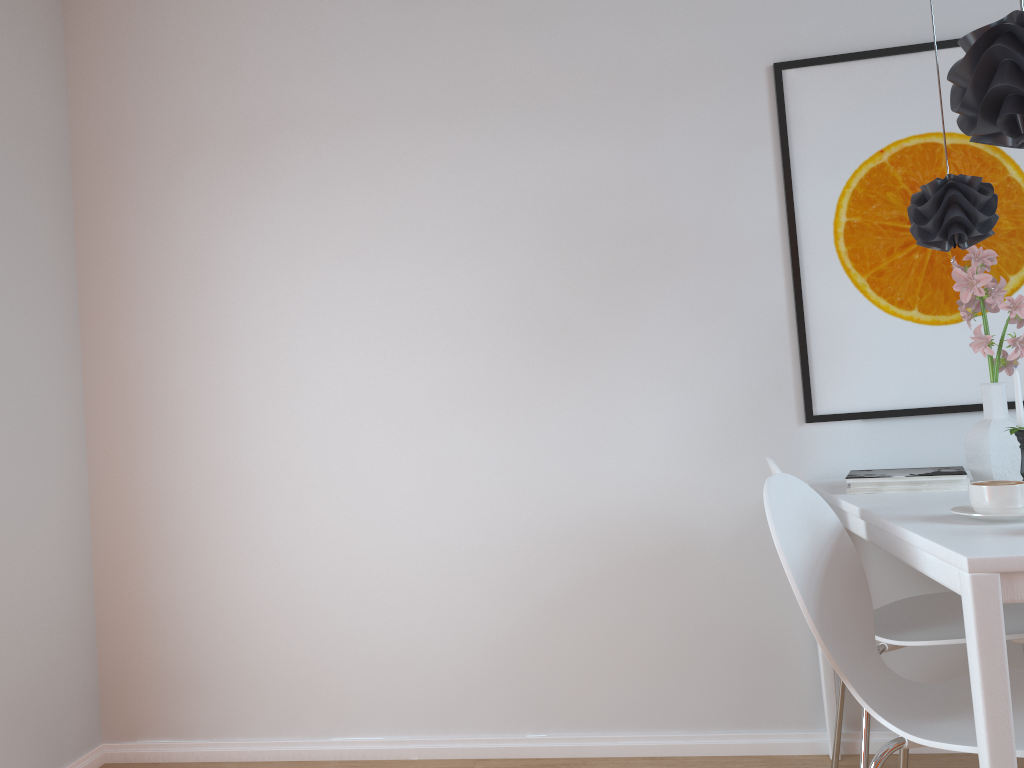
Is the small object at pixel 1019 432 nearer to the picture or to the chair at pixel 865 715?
the chair at pixel 865 715

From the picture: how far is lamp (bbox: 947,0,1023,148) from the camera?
1.79m

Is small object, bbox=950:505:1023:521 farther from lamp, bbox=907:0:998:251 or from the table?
lamp, bbox=907:0:998:251

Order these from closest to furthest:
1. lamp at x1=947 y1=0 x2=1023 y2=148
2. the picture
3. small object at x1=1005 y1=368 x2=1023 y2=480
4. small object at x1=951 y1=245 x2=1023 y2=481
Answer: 1. lamp at x1=947 y1=0 x2=1023 y2=148
2. small object at x1=1005 y1=368 x2=1023 y2=480
3. small object at x1=951 y1=245 x2=1023 y2=481
4. the picture

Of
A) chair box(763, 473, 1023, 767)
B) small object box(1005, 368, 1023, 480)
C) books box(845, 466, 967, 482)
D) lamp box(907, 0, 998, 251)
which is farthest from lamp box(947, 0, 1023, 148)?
chair box(763, 473, 1023, 767)

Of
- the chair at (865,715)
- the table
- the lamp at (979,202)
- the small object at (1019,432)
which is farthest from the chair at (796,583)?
the lamp at (979,202)

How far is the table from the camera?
1.3 meters

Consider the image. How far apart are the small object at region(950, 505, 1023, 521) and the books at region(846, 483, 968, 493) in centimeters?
42cm

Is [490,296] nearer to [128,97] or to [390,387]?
[390,387]

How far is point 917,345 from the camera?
2.5 meters
